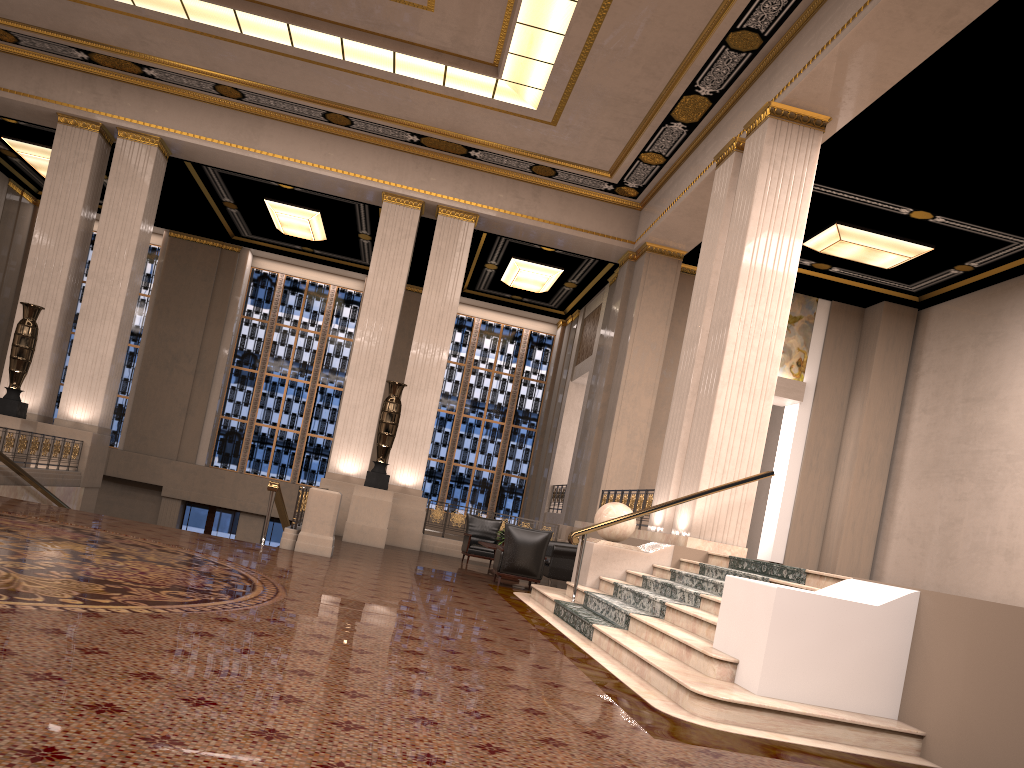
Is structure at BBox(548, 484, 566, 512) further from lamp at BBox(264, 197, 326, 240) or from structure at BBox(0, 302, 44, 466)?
structure at BBox(0, 302, 44, 466)

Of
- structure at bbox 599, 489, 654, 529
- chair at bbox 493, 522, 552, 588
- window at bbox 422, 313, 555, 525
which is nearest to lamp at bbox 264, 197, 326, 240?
window at bbox 422, 313, 555, 525

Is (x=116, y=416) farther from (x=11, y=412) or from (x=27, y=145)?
(x=11, y=412)

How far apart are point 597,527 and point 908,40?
6.0m

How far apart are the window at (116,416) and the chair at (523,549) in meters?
14.8 m

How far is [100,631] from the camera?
4.1m

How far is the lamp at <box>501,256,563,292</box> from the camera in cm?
1973

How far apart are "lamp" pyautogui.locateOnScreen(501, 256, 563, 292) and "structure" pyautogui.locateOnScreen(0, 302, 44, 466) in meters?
9.5

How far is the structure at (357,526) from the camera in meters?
14.4 m

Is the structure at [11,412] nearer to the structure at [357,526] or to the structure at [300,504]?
the structure at [357,526]
